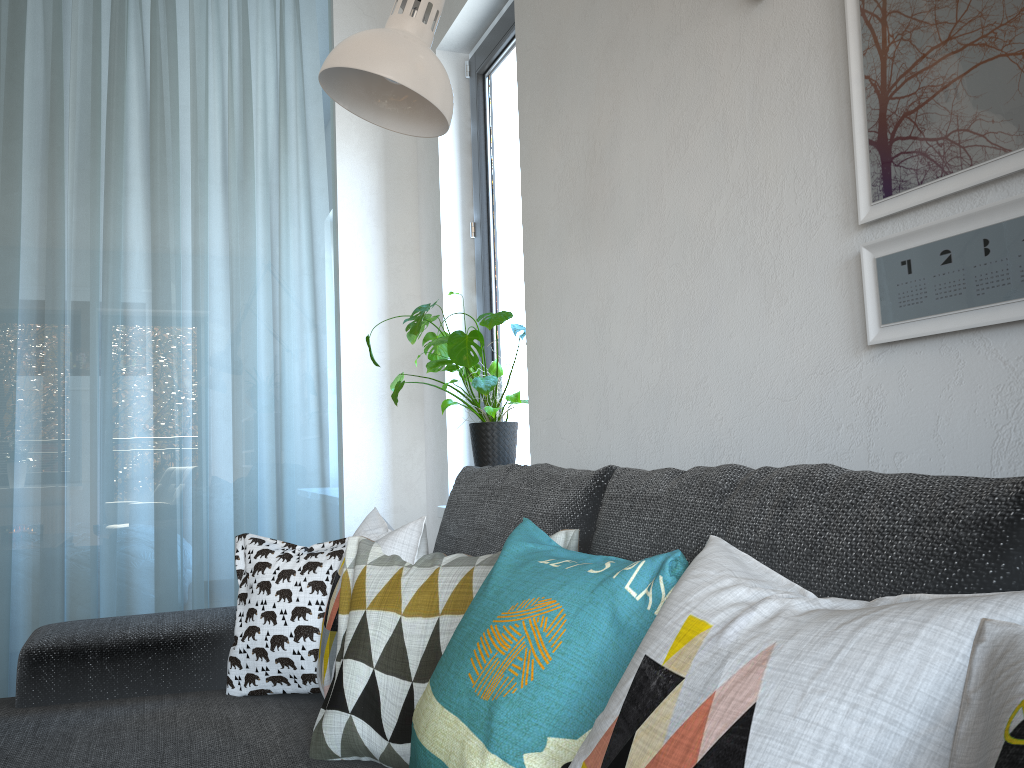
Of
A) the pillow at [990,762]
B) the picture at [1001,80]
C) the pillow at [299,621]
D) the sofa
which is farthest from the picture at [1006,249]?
the pillow at [299,621]

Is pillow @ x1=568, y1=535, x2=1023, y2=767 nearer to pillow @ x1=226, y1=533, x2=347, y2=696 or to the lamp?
the lamp

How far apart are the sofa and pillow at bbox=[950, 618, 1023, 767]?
0.10m

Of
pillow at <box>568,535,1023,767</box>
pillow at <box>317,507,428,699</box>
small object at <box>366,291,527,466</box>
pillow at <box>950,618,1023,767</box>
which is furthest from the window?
pillow at <box>950,618,1023,767</box>

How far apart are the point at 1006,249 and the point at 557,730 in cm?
71

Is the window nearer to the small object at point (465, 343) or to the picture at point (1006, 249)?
the small object at point (465, 343)

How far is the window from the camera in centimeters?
277cm

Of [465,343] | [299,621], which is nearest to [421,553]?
[299,621]

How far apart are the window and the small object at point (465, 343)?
0.1m

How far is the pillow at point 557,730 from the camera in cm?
84
